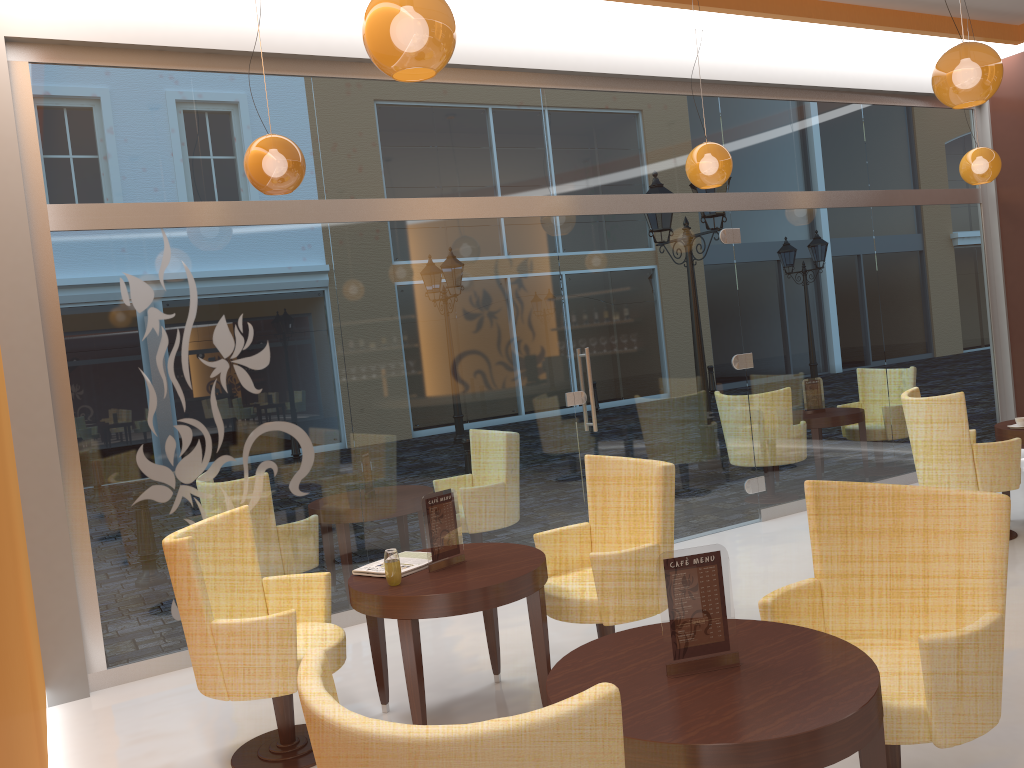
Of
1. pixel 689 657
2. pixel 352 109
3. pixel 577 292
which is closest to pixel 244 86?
pixel 352 109

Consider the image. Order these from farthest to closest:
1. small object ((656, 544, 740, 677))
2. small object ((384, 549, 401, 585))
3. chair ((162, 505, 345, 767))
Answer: small object ((384, 549, 401, 585)), chair ((162, 505, 345, 767)), small object ((656, 544, 740, 677))

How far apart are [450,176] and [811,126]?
3.4m

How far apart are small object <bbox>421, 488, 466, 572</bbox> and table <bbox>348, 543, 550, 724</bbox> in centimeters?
3cm

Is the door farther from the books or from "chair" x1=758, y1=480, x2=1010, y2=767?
"chair" x1=758, y1=480, x2=1010, y2=767

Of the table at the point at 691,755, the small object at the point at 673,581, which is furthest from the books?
the small object at the point at 673,581

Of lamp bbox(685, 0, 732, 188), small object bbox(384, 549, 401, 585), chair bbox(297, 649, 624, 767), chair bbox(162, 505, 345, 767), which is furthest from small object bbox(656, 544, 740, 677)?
lamp bbox(685, 0, 732, 188)

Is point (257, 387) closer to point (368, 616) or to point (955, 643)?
point (368, 616)

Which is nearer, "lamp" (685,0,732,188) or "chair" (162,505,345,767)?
"chair" (162,505,345,767)

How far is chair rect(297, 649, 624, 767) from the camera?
1.45m
